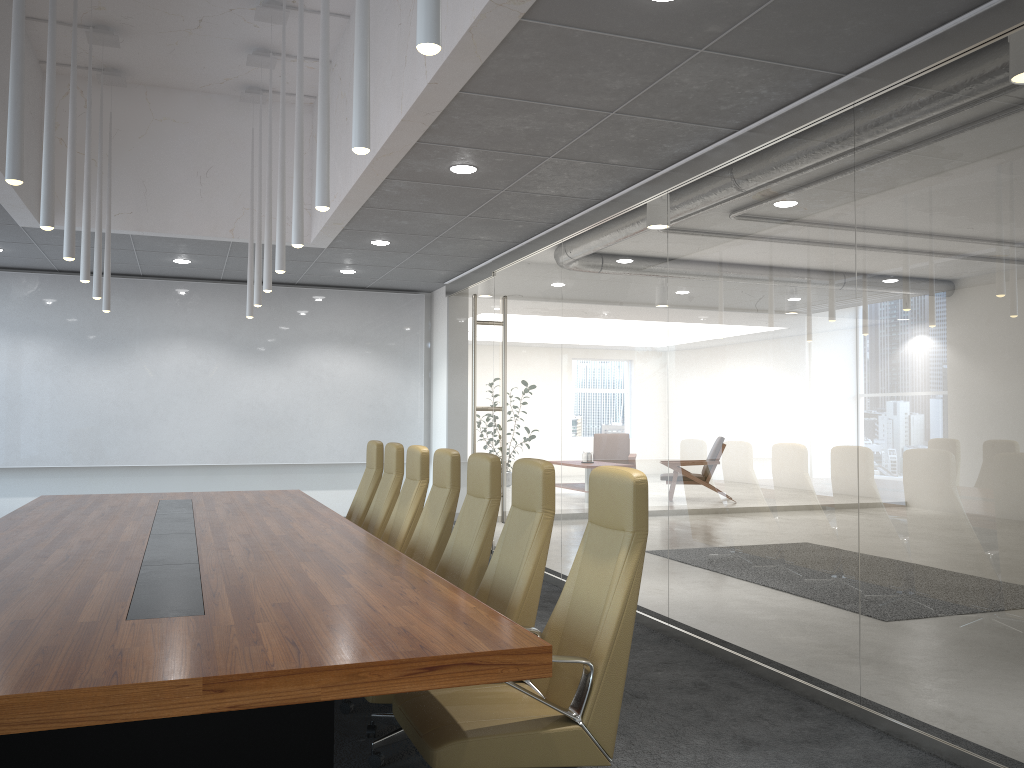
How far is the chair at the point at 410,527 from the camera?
6.5m

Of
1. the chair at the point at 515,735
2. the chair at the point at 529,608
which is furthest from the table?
the chair at the point at 529,608

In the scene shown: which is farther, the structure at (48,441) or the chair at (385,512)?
the structure at (48,441)

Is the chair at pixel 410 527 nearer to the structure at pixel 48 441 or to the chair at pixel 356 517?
the chair at pixel 356 517

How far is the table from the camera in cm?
245

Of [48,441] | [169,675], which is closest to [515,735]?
[169,675]

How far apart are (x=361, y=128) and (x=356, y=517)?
5.2m

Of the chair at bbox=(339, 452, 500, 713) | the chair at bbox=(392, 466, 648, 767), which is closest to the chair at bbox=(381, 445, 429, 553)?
the chair at bbox=(339, 452, 500, 713)

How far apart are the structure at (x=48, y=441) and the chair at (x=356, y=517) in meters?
4.2 m

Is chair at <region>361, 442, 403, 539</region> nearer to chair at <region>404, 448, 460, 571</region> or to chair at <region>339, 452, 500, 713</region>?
chair at <region>404, 448, 460, 571</region>
